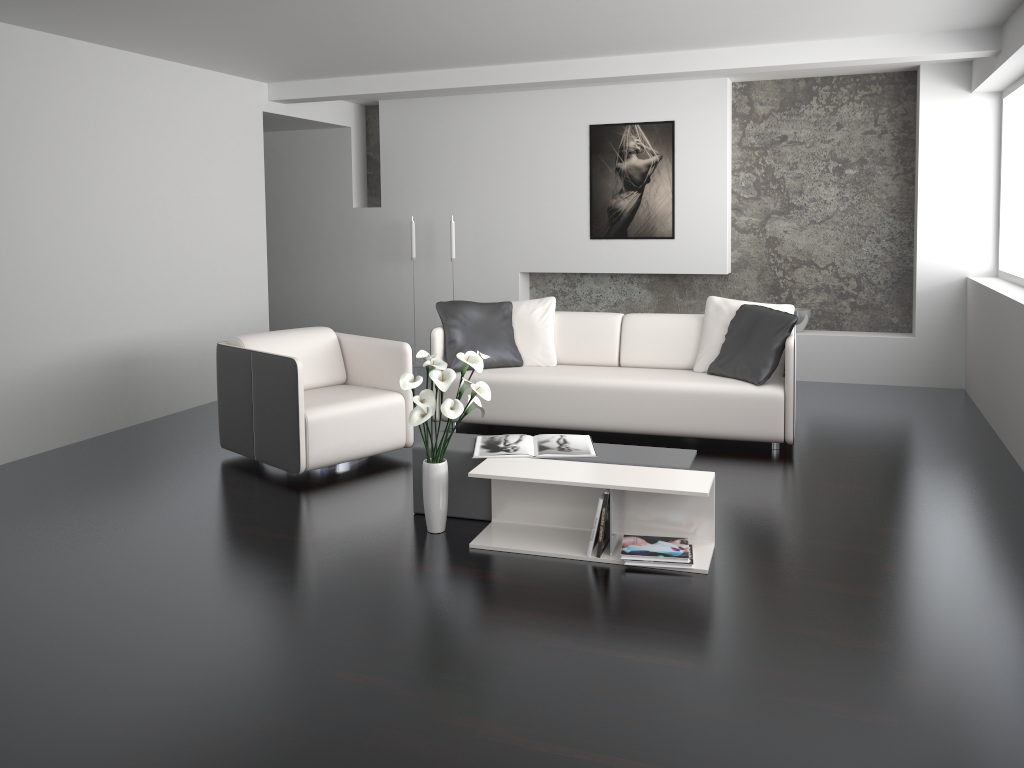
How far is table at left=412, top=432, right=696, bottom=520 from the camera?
3.9m

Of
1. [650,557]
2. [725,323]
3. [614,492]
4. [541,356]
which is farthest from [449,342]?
[650,557]

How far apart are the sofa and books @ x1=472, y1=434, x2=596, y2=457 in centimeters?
118cm

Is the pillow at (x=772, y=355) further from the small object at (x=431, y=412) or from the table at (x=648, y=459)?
the small object at (x=431, y=412)

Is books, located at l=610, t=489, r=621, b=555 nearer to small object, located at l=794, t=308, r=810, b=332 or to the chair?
the chair

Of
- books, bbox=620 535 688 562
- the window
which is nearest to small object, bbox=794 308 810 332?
the window

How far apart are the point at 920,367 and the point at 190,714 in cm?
615

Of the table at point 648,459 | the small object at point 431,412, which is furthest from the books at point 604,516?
the small object at point 431,412

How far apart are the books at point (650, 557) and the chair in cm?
178

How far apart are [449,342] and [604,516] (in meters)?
2.43
